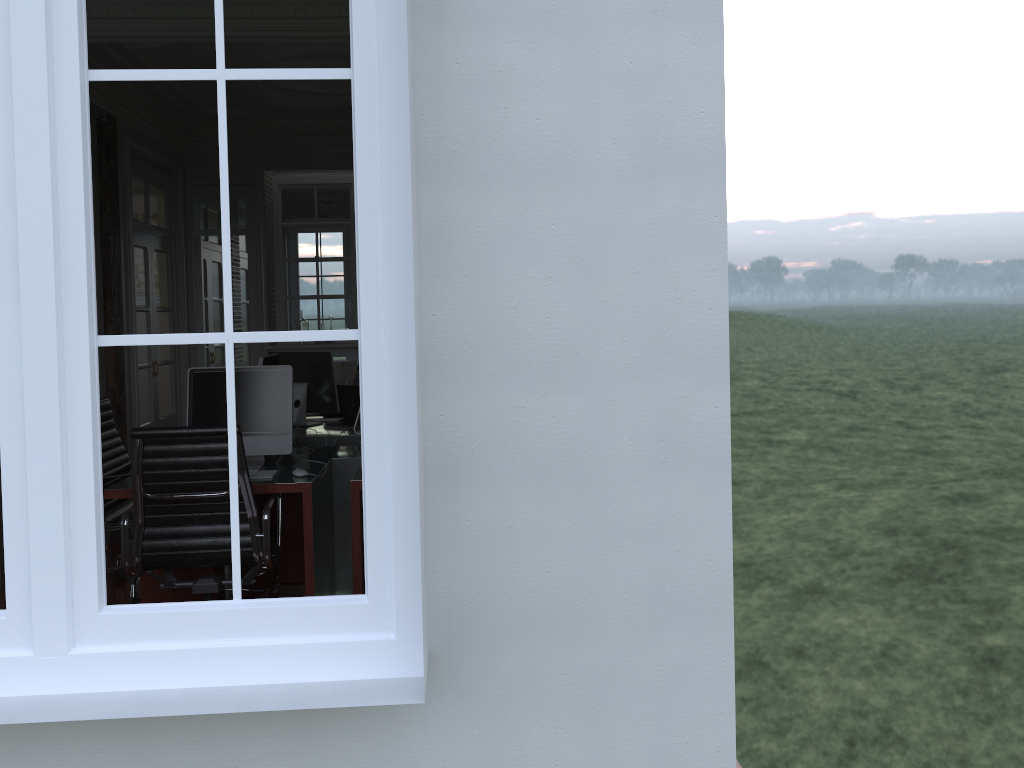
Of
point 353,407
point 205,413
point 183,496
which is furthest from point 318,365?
point 183,496

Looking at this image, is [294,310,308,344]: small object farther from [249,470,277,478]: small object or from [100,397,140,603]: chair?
[249,470,277,478]: small object

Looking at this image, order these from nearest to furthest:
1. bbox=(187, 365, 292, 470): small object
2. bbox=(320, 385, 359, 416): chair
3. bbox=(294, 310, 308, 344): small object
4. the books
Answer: bbox=(187, 365, 292, 470): small object, bbox=(320, 385, 359, 416): chair, bbox=(294, 310, 308, 344): small object, the books

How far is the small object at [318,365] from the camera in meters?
5.7

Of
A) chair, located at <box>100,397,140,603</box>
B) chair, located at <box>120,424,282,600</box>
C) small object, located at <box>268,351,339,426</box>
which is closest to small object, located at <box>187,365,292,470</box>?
chair, located at <box>120,424,282,600</box>

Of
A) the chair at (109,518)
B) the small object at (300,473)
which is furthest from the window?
the chair at (109,518)

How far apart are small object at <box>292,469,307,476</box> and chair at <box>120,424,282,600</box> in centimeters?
26cm

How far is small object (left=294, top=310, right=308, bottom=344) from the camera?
7.5m

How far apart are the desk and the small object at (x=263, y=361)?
0.5m

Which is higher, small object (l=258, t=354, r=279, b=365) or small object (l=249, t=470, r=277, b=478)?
small object (l=258, t=354, r=279, b=365)
